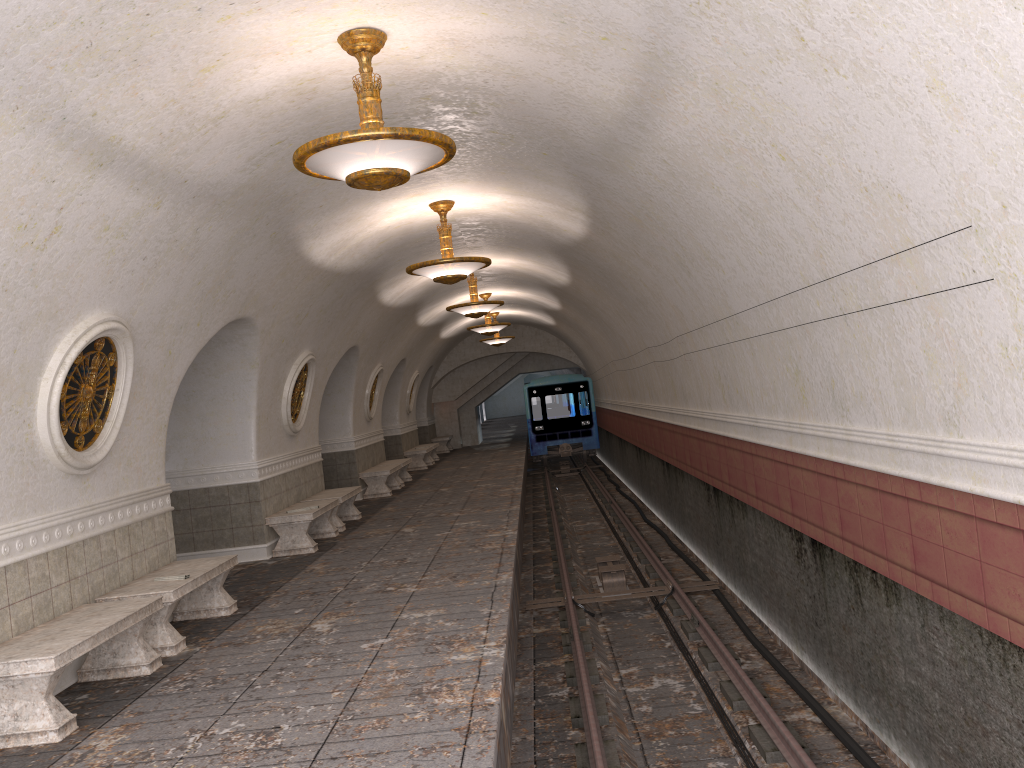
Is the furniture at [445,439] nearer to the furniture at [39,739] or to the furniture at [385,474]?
the furniture at [385,474]

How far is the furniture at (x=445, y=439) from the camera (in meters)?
29.39

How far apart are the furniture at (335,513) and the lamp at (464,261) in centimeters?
406cm

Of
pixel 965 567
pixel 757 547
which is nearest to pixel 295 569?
pixel 757 547

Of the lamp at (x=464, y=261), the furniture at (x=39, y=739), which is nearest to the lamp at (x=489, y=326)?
the lamp at (x=464, y=261)

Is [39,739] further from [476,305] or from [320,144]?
[476,305]

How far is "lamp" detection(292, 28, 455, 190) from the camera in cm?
508

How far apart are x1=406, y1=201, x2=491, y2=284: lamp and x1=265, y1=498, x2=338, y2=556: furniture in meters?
3.3

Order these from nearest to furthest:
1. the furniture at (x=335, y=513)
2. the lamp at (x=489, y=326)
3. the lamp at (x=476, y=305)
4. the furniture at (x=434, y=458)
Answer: the furniture at (x=335, y=513), the lamp at (x=476, y=305), the lamp at (x=489, y=326), the furniture at (x=434, y=458)

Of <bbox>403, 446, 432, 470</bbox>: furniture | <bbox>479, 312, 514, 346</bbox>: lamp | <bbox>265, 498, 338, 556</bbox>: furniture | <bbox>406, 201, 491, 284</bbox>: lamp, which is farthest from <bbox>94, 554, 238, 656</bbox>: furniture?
<bbox>479, 312, 514, 346</bbox>: lamp
